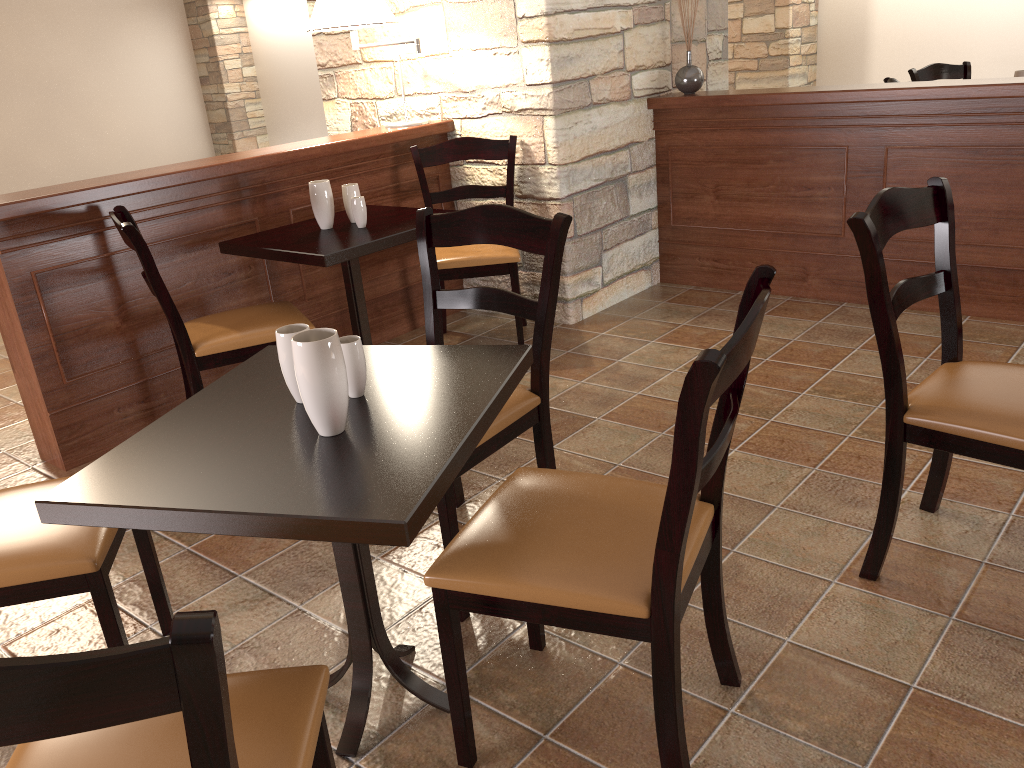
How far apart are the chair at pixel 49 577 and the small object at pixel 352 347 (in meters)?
0.55

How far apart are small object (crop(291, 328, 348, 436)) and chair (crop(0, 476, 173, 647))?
0.5 meters

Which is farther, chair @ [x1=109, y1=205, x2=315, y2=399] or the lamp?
the lamp

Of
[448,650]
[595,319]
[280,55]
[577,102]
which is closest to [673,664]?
[448,650]

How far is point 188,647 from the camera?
0.66m

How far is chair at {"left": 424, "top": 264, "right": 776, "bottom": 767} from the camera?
1.2m

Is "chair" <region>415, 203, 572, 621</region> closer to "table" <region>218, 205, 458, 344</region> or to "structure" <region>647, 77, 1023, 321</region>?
"table" <region>218, 205, 458, 344</region>

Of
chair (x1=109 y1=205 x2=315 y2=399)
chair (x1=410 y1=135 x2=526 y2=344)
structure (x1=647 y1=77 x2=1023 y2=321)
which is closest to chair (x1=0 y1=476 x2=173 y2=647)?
chair (x1=109 y1=205 x2=315 y2=399)

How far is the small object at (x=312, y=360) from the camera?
1.4 meters

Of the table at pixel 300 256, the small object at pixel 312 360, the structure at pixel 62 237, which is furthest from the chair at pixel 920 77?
the small object at pixel 312 360
